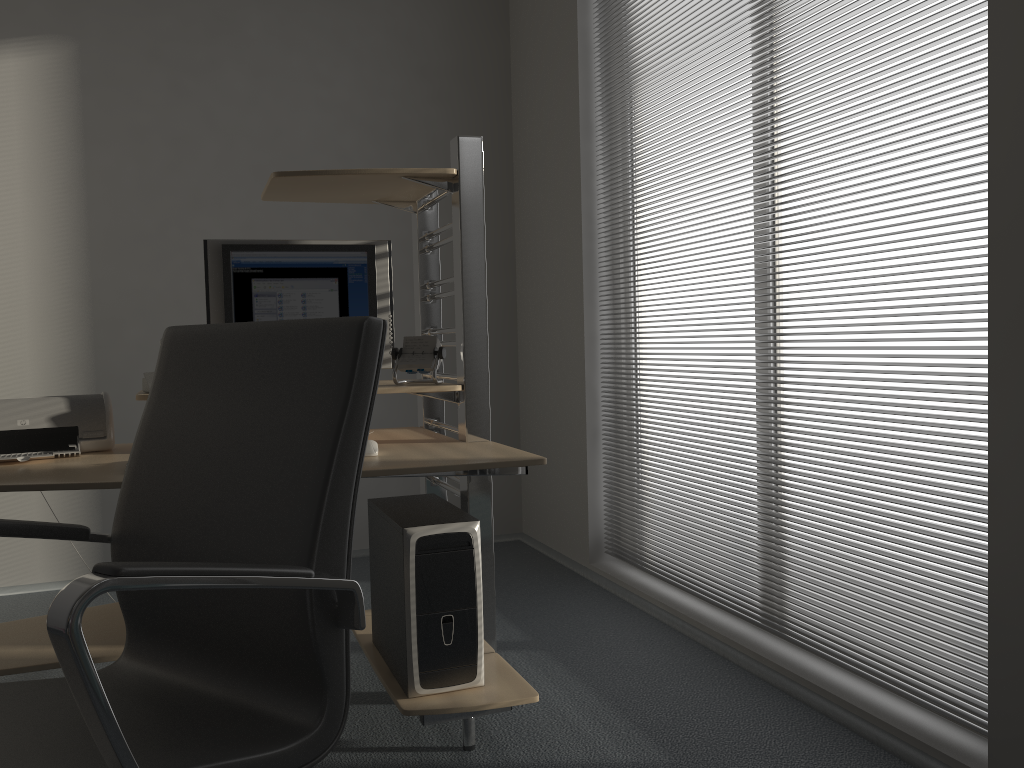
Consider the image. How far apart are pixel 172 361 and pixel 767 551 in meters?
1.9

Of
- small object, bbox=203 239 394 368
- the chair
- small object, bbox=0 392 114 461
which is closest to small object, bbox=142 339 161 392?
small object, bbox=0 392 114 461

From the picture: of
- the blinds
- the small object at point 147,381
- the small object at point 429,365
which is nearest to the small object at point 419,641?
the small object at point 429,365

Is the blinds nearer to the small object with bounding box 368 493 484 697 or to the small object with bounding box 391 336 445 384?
the small object with bounding box 368 493 484 697

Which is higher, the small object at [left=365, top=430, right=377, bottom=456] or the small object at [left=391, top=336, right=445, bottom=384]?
the small object at [left=391, top=336, right=445, bottom=384]

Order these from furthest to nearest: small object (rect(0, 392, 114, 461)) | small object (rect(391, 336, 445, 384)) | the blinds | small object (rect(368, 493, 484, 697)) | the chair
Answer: small object (rect(391, 336, 445, 384))
small object (rect(0, 392, 114, 461))
small object (rect(368, 493, 484, 697))
the blinds
the chair

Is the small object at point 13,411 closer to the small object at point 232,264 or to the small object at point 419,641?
the small object at point 232,264

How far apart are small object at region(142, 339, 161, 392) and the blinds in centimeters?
181cm

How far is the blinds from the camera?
2.0 meters

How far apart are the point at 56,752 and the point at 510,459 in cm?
118
